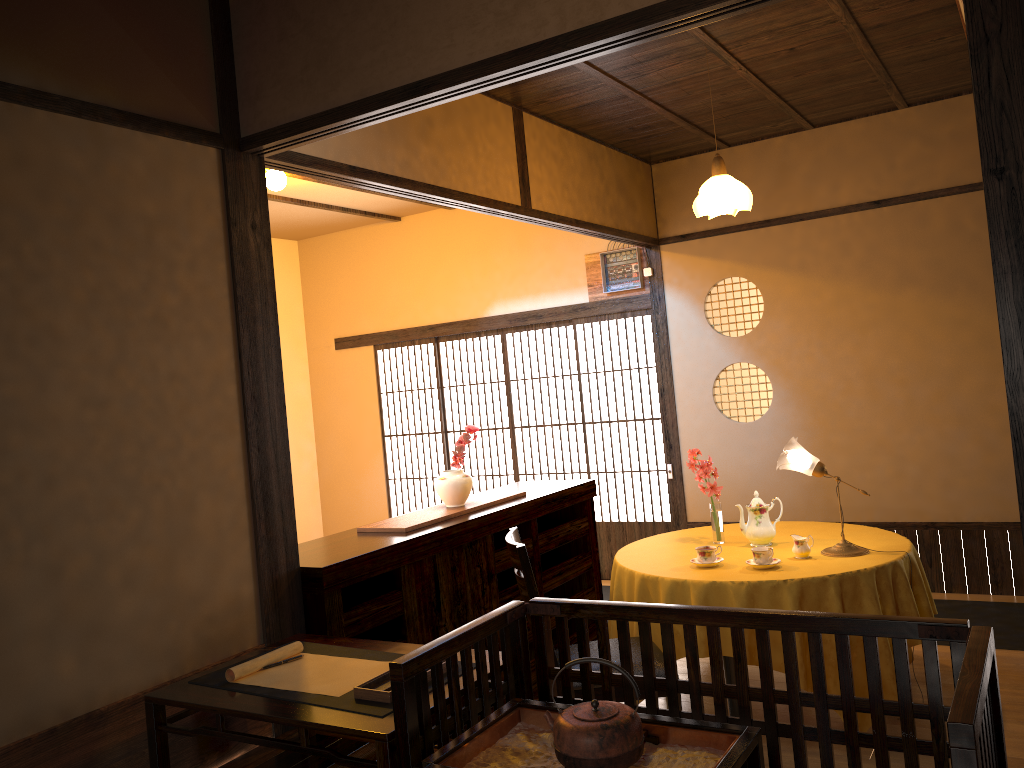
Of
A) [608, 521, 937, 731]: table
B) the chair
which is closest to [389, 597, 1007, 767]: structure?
the chair

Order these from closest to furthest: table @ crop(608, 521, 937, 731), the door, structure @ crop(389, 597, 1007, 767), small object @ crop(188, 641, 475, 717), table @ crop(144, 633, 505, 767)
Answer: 1. structure @ crop(389, 597, 1007, 767)
2. table @ crop(144, 633, 505, 767)
3. small object @ crop(188, 641, 475, 717)
4. table @ crop(608, 521, 937, 731)
5. the door

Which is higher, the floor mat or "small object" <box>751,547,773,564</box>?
"small object" <box>751,547,773,564</box>

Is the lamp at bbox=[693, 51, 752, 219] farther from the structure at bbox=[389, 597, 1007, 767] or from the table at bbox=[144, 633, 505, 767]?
the table at bbox=[144, 633, 505, 767]

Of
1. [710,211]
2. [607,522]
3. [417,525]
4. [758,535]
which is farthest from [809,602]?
[607,522]

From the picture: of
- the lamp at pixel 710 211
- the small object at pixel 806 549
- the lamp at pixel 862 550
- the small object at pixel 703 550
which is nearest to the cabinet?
the small object at pixel 703 550

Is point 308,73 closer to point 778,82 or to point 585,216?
point 585,216

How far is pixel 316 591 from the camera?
3.1m

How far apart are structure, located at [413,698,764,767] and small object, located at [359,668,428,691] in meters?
0.3 m

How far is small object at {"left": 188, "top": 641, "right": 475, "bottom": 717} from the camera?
2.2m
